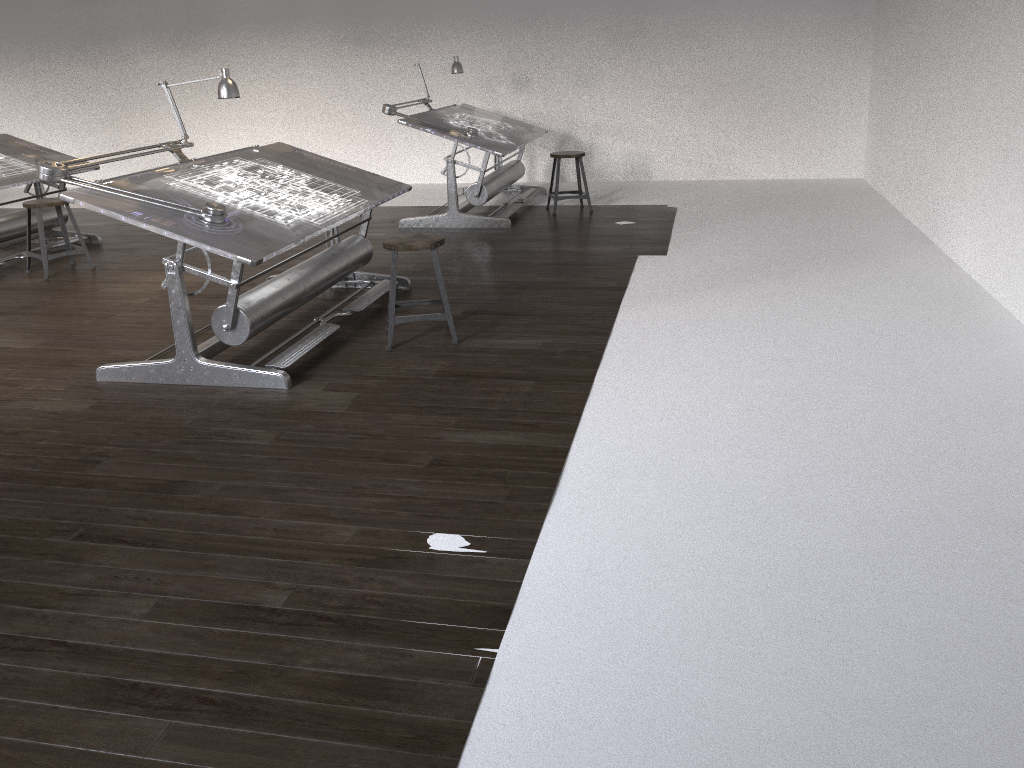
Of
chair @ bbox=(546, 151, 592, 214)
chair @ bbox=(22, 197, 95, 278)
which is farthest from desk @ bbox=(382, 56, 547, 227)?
chair @ bbox=(22, 197, 95, 278)

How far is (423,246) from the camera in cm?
432

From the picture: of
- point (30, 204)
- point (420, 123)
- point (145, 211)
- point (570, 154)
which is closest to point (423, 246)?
point (145, 211)

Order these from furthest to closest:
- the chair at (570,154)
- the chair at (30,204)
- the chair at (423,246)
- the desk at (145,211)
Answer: the chair at (570,154) → the chair at (30,204) → the chair at (423,246) → the desk at (145,211)

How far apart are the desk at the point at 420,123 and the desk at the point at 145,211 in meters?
1.7 m

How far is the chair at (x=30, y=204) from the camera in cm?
618

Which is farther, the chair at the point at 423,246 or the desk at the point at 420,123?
the desk at the point at 420,123

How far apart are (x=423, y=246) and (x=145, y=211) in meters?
1.3

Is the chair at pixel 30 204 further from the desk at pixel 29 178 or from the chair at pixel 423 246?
the chair at pixel 423 246

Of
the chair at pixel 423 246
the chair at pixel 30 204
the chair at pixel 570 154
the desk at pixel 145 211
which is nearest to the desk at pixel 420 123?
the chair at pixel 570 154
